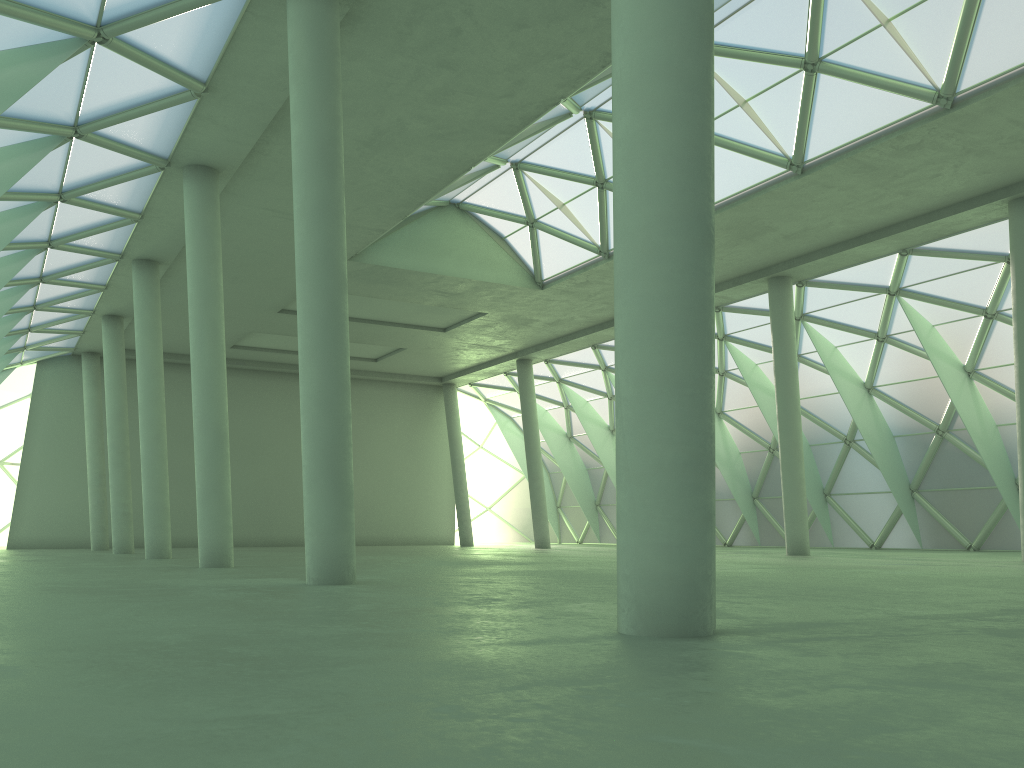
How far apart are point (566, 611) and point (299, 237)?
9.6m
